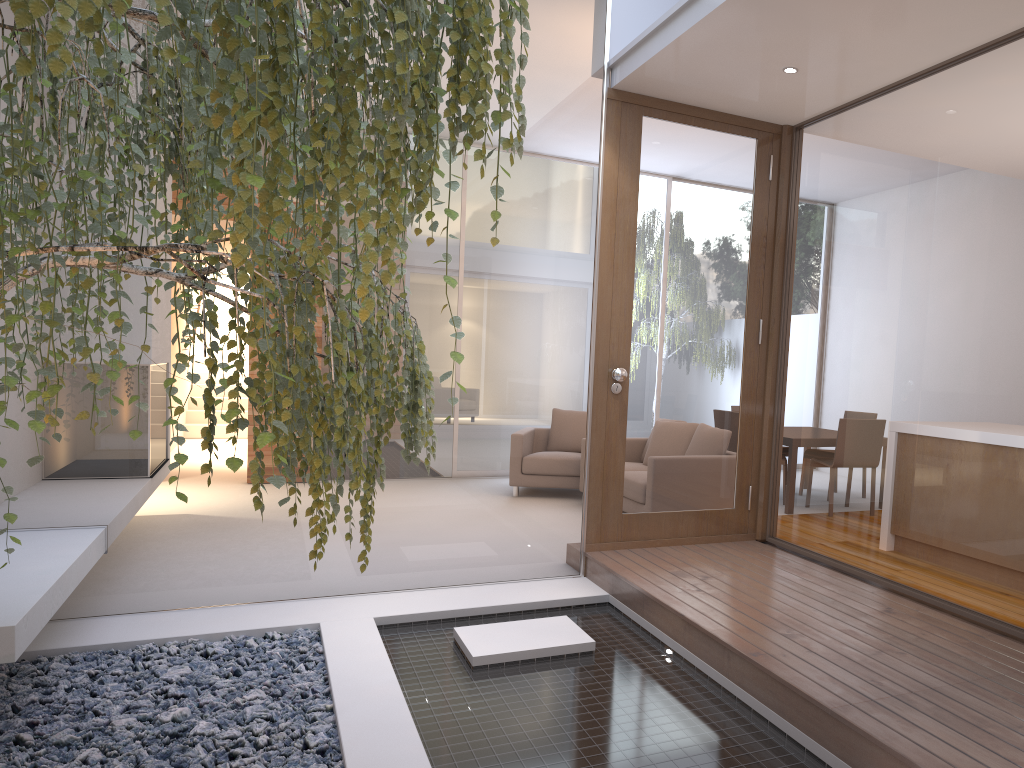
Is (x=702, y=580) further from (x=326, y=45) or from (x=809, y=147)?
(x=326, y=45)

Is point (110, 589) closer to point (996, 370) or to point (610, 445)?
point (610, 445)

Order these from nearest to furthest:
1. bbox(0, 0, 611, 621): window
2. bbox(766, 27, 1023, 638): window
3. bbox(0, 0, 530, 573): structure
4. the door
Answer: bbox(0, 0, 530, 573): structure
bbox(766, 27, 1023, 638): window
bbox(0, 0, 611, 621): window
the door

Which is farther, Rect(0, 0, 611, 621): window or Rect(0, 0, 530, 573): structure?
Rect(0, 0, 611, 621): window

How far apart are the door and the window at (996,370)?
0.14m

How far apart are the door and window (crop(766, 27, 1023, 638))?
0.1 meters

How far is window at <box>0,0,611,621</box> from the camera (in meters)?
4.01

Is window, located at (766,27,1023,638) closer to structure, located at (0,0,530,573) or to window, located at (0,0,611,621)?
window, located at (0,0,611,621)

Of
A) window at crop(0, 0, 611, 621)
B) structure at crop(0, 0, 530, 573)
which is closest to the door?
window at crop(0, 0, 611, 621)

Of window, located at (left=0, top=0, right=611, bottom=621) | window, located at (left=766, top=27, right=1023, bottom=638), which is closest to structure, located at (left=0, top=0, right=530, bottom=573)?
window, located at (left=0, top=0, right=611, bottom=621)
